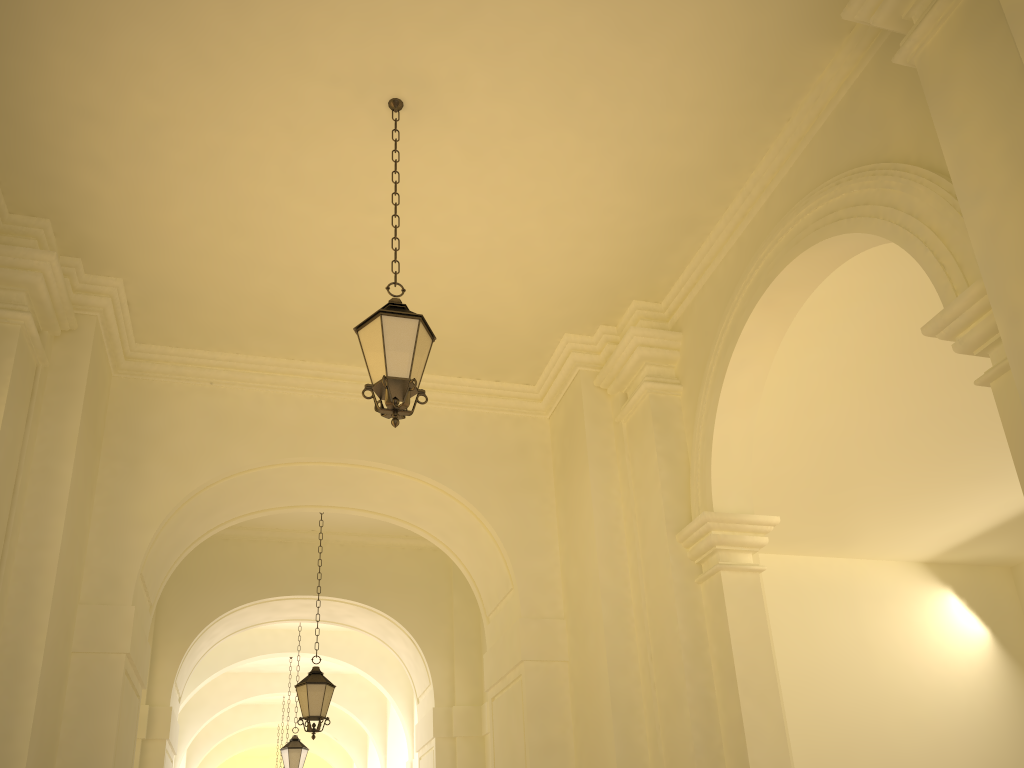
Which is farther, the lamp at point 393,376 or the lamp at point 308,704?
the lamp at point 308,704

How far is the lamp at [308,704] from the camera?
10.1 meters

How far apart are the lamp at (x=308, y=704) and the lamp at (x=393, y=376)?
6.1m

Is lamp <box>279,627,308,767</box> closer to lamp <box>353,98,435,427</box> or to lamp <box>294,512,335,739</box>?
lamp <box>294,512,335,739</box>

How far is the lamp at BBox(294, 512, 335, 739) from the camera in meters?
10.1 m

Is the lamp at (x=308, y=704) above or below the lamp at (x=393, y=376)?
→ below

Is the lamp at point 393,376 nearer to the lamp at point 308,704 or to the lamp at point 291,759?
the lamp at point 308,704

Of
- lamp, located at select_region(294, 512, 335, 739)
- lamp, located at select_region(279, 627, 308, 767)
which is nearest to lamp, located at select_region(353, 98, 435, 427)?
lamp, located at select_region(294, 512, 335, 739)

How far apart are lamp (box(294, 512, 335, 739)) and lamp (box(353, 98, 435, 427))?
6.1 meters

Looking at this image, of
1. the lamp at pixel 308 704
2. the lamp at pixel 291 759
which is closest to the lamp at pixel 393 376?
the lamp at pixel 308 704
